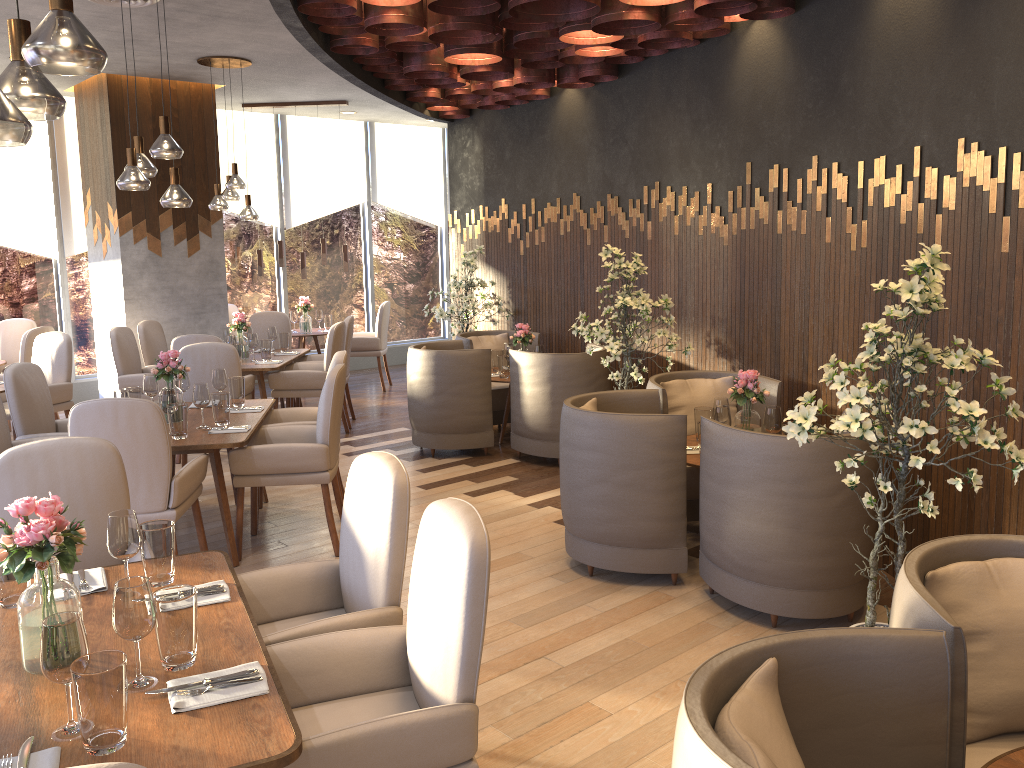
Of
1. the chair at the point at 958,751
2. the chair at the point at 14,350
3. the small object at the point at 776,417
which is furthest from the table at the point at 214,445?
the chair at the point at 14,350

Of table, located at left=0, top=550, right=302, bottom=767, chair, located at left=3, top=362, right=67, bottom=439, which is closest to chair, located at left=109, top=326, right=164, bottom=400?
chair, located at left=3, top=362, right=67, bottom=439

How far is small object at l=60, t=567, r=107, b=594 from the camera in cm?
258

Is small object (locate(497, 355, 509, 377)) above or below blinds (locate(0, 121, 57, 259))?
below

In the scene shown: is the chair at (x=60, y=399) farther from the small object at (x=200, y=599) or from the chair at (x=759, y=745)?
the chair at (x=759, y=745)

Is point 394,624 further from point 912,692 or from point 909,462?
point 909,462

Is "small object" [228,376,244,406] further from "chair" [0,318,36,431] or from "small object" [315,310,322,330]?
"small object" [315,310,322,330]

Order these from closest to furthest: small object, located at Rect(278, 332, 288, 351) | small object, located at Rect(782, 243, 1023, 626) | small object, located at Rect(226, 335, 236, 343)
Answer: small object, located at Rect(782, 243, 1023, 626) < small object, located at Rect(226, 335, 236, 343) < small object, located at Rect(278, 332, 288, 351)

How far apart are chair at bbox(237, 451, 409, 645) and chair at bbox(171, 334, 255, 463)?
4.2m

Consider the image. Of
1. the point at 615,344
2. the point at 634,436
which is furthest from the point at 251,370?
the point at 634,436
